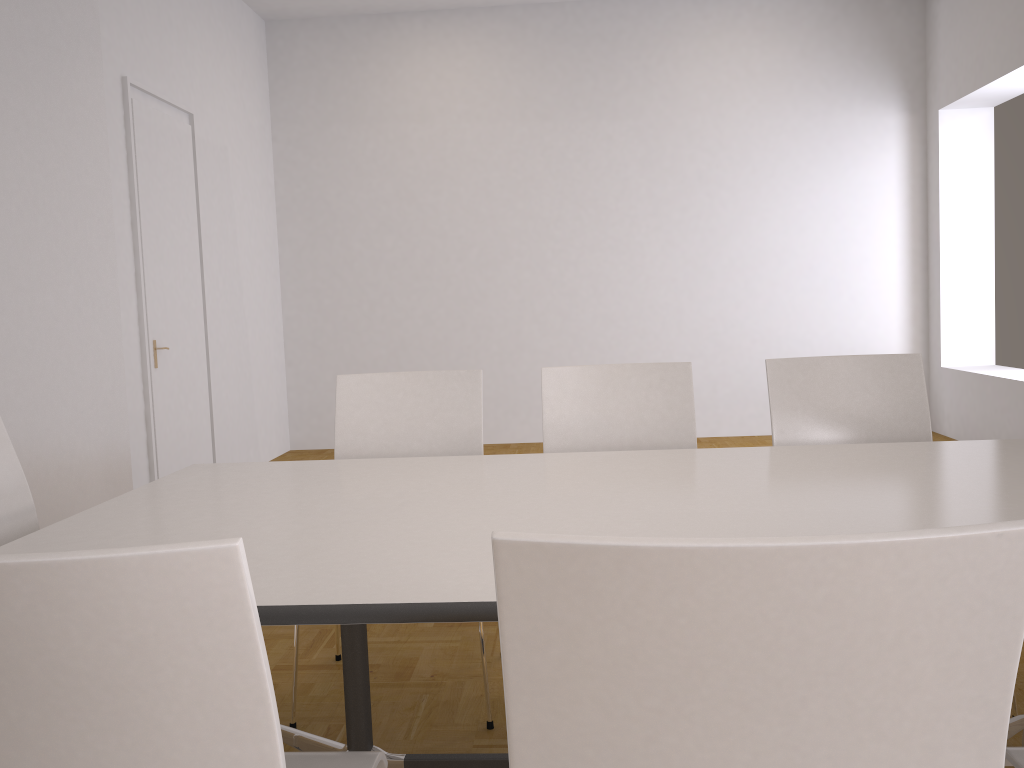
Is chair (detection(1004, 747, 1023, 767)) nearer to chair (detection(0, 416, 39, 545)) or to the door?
chair (detection(0, 416, 39, 545))

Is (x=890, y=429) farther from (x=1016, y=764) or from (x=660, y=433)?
(x=1016, y=764)

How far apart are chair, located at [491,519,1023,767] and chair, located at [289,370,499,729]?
1.6 meters

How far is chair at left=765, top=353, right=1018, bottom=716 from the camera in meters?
2.7

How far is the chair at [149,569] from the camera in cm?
79

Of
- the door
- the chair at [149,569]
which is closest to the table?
the chair at [149,569]

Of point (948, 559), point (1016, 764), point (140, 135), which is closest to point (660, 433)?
point (1016, 764)

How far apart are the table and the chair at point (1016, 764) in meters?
0.4 m

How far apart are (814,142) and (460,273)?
3.0m

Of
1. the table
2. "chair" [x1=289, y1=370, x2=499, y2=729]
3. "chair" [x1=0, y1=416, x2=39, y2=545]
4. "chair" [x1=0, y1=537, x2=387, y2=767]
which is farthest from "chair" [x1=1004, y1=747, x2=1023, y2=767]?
"chair" [x1=0, y1=416, x2=39, y2=545]
